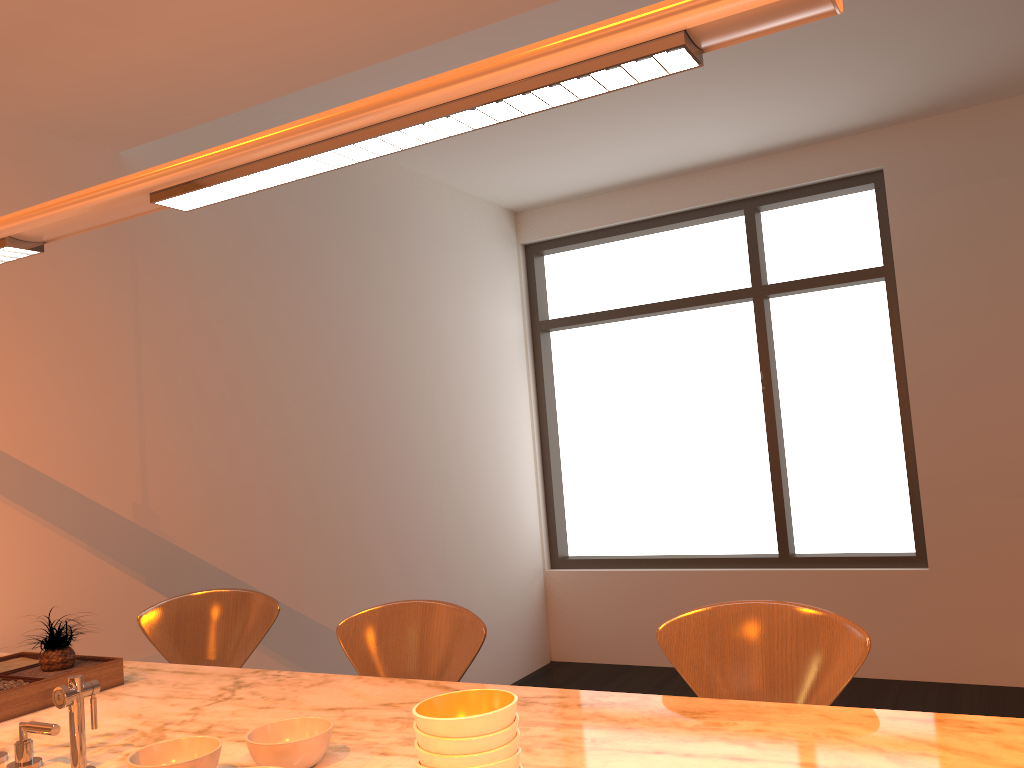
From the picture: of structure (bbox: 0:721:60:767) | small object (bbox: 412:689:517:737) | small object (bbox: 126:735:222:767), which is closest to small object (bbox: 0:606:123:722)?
structure (bbox: 0:721:60:767)

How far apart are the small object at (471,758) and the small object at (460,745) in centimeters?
1cm

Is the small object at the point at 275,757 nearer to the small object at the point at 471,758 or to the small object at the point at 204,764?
the small object at the point at 204,764

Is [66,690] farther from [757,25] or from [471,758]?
[757,25]

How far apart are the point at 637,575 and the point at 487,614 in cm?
101

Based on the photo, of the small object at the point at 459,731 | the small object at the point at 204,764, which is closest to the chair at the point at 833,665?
the small object at the point at 459,731

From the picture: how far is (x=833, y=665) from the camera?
1.7 meters

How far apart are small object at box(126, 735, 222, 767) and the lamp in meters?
0.9 m

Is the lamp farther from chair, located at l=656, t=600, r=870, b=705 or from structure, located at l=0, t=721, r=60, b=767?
chair, located at l=656, t=600, r=870, b=705

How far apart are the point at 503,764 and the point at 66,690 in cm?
77
